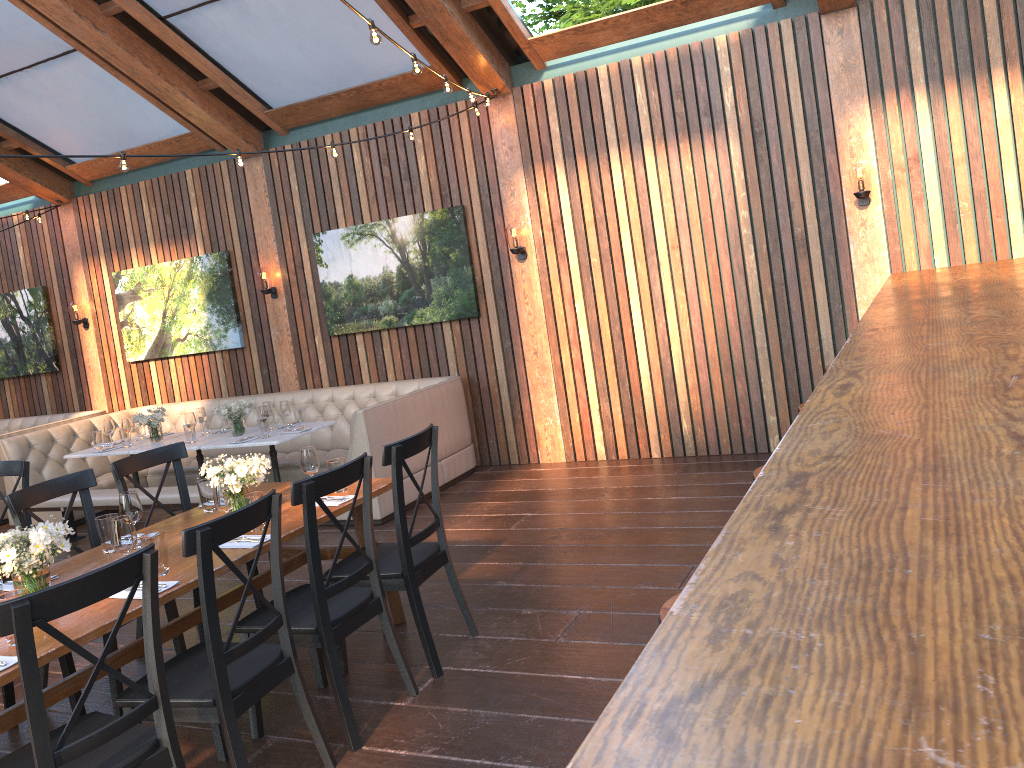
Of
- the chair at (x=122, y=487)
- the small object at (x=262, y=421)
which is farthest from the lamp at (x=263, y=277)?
the chair at (x=122, y=487)

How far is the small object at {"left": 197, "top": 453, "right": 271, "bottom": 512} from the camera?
4.0 meters

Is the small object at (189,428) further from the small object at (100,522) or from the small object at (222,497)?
the small object at (222,497)

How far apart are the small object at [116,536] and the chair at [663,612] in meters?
2.1

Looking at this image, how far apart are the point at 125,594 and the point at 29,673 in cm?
88

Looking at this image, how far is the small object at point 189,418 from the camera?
7.5m

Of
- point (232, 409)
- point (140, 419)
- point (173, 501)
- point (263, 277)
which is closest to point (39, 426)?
point (140, 419)

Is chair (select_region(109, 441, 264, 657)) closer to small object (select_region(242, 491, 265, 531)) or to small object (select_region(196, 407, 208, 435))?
small object (select_region(242, 491, 265, 531))

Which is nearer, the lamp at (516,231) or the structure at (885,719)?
the structure at (885,719)

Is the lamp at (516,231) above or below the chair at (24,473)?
above
